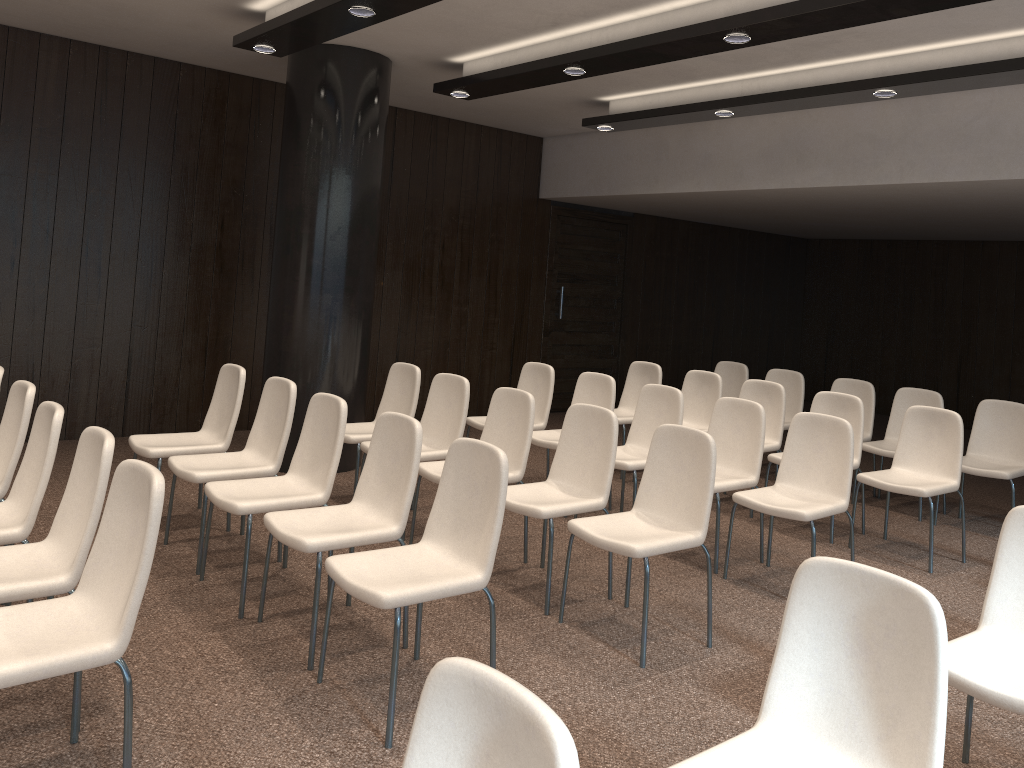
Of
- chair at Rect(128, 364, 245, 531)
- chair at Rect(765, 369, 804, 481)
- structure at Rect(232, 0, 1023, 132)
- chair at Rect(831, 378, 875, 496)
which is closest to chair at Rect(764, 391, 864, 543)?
chair at Rect(831, 378, 875, 496)

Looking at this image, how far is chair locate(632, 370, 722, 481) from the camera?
7.0 meters

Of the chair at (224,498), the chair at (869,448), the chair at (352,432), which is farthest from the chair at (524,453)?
the chair at (869,448)

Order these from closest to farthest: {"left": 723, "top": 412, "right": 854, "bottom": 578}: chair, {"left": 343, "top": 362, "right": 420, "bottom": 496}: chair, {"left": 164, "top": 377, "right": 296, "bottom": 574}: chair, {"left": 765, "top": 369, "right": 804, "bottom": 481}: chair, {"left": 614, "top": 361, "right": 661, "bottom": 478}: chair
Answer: {"left": 164, "top": 377, "right": 296, "bottom": 574}: chair
{"left": 723, "top": 412, "right": 854, "bottom": 578}: chair
{"left": 343, "top": 362, "right": 420, "bottom": 496}: chair
{"left": 614, "top": 361, "right": 661, "bottom": 478}: chair
{"left": 765, "top": 369, "right": 804, "bottom": 481}: chair

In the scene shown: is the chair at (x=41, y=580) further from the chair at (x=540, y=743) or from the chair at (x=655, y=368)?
the chair at (x=655, y=368)

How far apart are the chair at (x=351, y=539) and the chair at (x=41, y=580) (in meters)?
0.76

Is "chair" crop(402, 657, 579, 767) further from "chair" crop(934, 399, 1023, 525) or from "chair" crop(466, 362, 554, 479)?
"chair" crop(934, 399, 1023, 525)

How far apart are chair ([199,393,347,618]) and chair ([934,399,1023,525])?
4.5m

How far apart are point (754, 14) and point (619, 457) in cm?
267

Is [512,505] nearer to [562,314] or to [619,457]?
[619,457]
